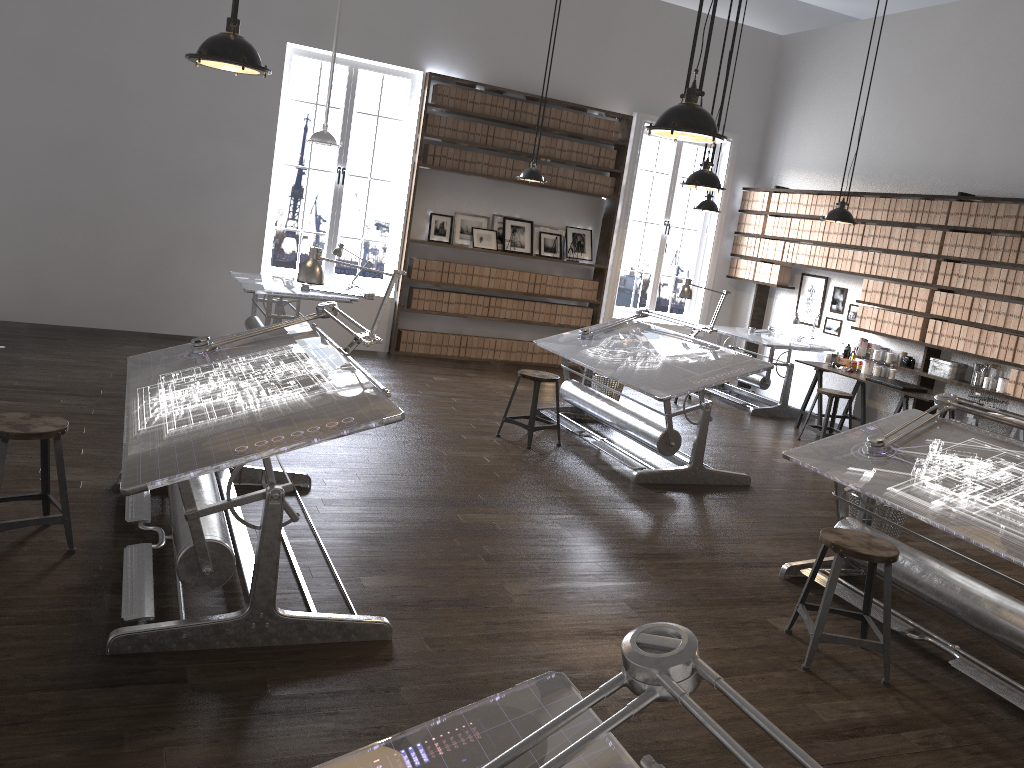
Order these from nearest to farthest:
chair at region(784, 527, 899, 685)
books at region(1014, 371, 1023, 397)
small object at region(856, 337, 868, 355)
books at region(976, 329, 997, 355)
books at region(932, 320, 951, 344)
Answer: chair at region(784, 527, 899, 685), books at region(1014, 371, 1023, 397), books at region(976, 329, 997, 355), books at region(932, 320, 951, 344), small object at region(856, 337, 868, 355)

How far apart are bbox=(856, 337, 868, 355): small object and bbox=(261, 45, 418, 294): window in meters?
5.0

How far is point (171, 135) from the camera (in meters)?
8.36

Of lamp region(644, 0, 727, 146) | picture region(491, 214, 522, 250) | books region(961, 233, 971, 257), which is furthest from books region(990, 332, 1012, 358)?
lamp region(644, 0, 727, 146)

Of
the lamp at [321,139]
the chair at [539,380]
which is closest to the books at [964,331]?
the chair at [539,380]

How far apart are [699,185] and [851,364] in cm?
381

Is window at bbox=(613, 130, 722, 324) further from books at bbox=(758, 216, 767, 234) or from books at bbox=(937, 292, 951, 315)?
books at bbox=(937, 292, 951, 315)

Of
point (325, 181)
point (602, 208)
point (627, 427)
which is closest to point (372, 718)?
point (627, 427)

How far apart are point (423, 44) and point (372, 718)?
7.7m

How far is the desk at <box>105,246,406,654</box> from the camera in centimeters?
299cm
